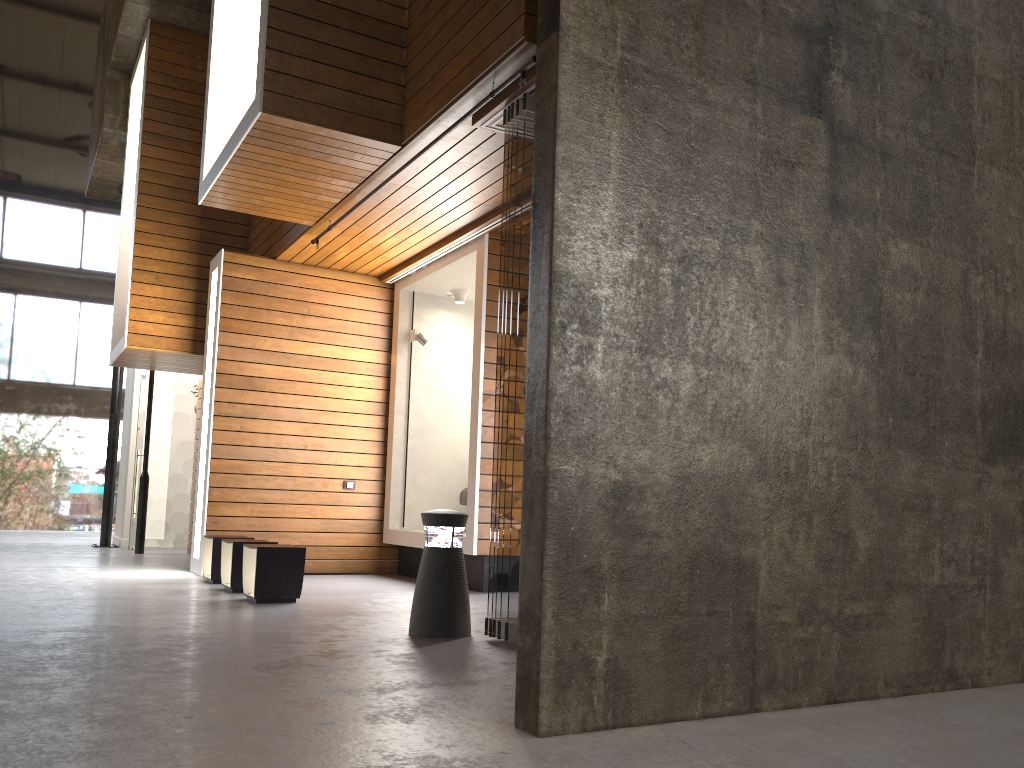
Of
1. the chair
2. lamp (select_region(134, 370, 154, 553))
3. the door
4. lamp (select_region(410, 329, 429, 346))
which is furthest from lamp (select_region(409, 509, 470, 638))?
the door

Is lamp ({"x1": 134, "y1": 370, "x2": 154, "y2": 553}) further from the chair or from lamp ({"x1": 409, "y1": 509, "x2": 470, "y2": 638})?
lamp ({"x1": 409, "y1": 509, "x2": 470, "y2": 638})

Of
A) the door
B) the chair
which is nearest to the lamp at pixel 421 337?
the chair

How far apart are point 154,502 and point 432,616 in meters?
8.3

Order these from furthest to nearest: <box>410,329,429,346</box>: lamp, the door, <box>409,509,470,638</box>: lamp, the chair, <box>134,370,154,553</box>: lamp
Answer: the door
<box>134,370,154,553</box>: lamp
<box>410,329,429,346</box>: lamp
the chair
<box>409,509,470,638</box>: lamp

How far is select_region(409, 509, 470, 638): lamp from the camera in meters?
4.8 m

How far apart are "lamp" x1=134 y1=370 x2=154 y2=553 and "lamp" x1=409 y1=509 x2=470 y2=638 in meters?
7.4

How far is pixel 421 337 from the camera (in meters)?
8.99

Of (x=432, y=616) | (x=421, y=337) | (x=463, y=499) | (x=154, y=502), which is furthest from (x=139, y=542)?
(x=432, y=616)

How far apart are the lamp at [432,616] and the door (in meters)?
7.98
